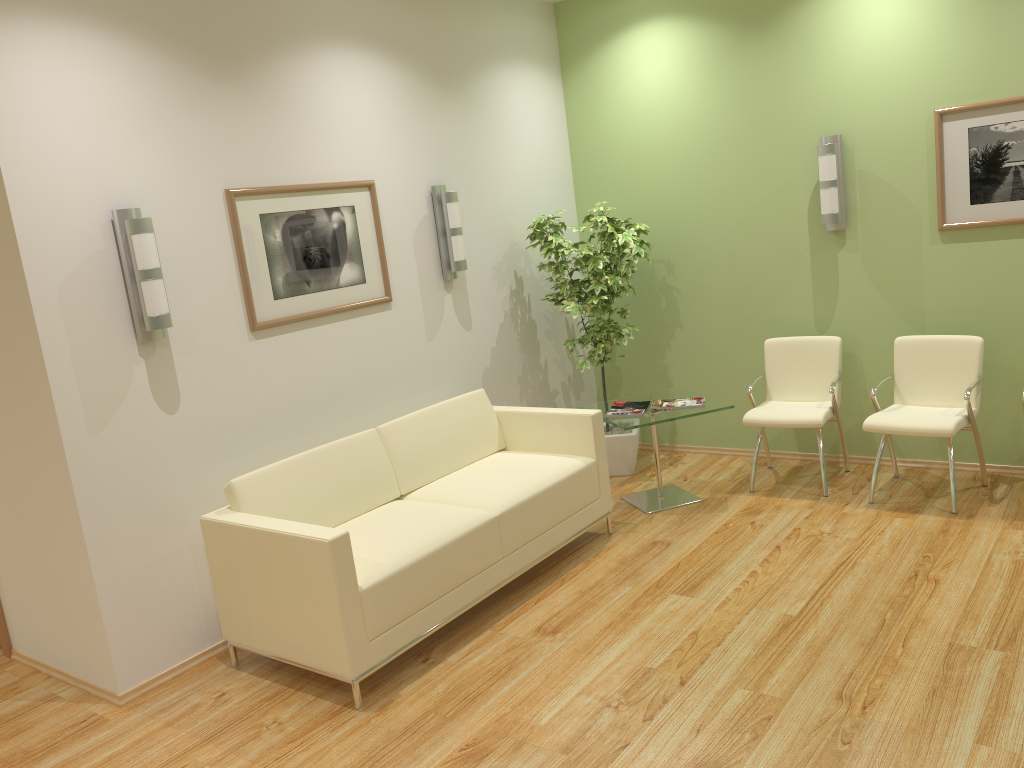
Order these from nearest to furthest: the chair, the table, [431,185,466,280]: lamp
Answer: the chair → the table → [431,185,466,280]: lamp

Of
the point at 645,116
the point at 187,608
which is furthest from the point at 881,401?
the point at 187,608

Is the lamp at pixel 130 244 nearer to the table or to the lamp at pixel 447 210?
the lamp at pixel 447 210

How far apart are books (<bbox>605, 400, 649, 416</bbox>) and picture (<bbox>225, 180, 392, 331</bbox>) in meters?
1.5

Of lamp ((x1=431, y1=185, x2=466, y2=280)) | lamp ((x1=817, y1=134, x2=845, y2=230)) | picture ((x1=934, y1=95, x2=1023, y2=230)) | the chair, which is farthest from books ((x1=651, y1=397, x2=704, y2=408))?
picture ((x1=934, y1=95, x2=1023, y2=230))

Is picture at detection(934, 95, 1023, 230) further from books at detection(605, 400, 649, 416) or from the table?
books at detection(605, 400, 649, 416)

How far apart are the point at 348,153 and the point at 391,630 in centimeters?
262cm

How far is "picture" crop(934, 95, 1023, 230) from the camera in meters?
5.0

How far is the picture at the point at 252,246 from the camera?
4.40m

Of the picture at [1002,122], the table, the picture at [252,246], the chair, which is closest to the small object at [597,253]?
the table
